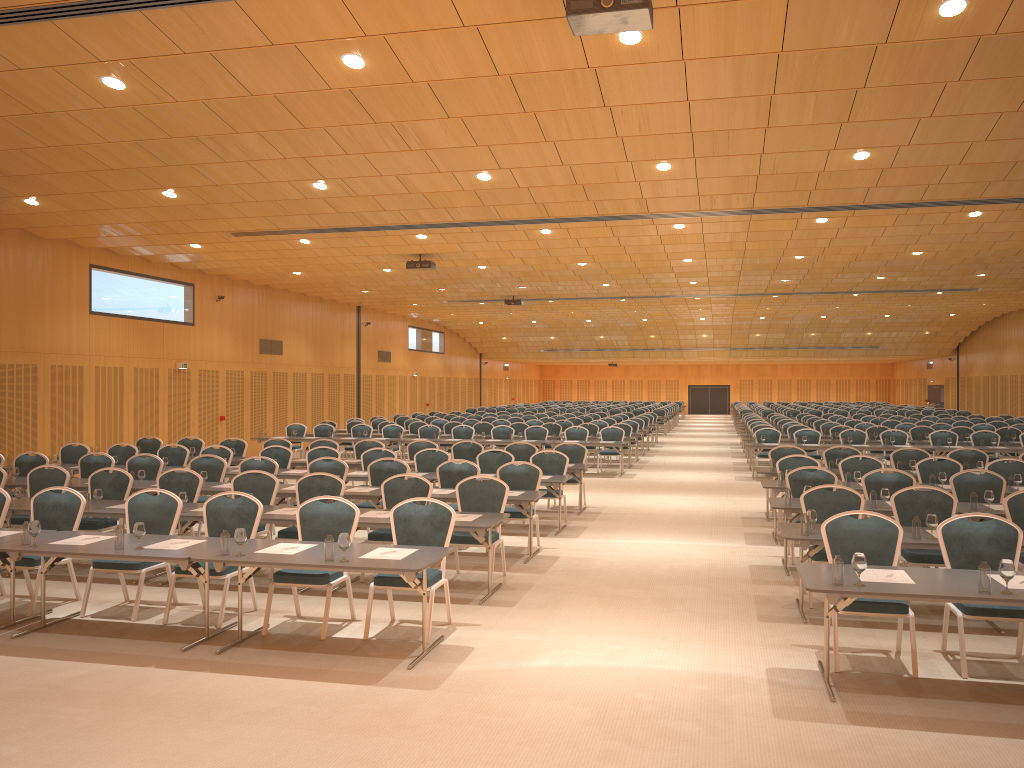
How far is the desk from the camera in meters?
5.8

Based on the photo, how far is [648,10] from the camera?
6.3 meters

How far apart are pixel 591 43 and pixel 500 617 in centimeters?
517cm

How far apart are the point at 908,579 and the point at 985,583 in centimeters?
51cm

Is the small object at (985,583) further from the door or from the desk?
the door

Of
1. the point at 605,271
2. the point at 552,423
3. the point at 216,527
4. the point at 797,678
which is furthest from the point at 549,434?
the point at 797,678

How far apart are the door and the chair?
3.89m

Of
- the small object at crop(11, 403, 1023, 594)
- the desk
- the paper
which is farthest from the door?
the paper

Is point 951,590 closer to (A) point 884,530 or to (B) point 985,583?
(B) point 985,583

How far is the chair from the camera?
A: 7.0 meters
